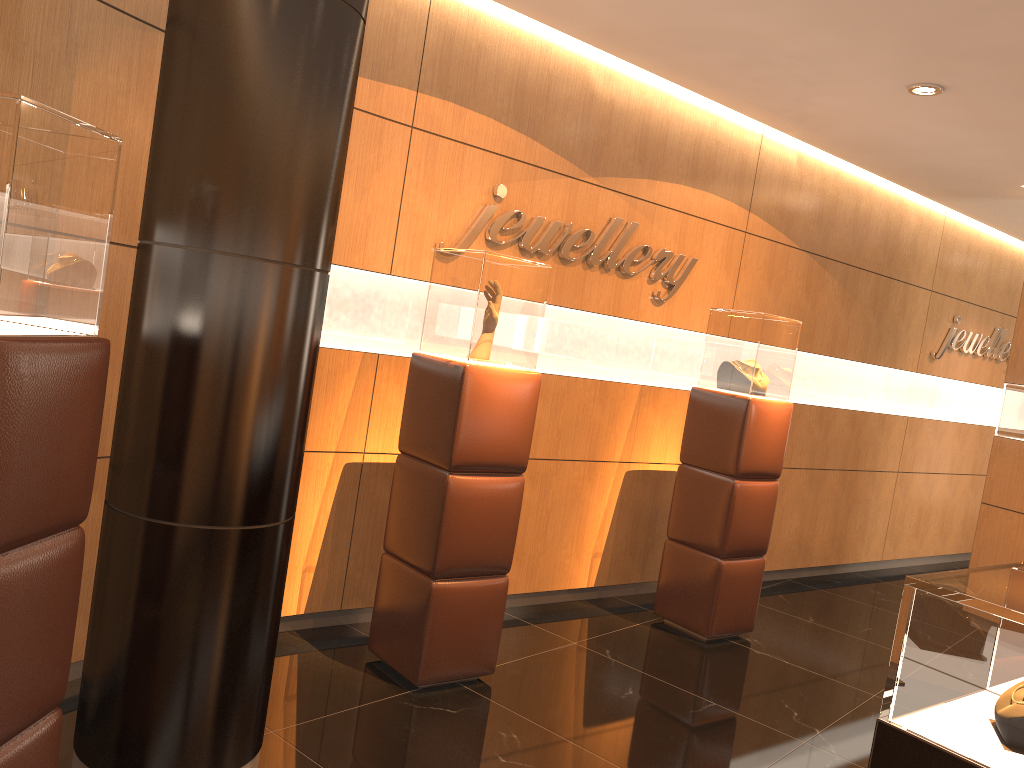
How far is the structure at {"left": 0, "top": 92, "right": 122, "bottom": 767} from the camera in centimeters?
189cm

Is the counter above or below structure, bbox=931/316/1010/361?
below

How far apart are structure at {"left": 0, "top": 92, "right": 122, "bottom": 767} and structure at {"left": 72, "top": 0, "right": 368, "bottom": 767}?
0.4 meters

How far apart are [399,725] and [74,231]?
2.4m

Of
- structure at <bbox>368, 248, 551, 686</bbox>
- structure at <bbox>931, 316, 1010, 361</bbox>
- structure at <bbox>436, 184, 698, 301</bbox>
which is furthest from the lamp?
structure at <bbox>931, 316, 1010, 361</bbox>

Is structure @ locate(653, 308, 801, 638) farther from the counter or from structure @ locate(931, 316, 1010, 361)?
structure @ locate(931, 316, 1010, 361)

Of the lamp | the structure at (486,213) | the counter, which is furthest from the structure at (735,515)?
the counter

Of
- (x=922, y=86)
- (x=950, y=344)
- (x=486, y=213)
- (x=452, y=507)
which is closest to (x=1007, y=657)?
(x=452, y=507)

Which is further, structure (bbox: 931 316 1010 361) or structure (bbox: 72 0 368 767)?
structure (bbox: 931 316 1010 361)

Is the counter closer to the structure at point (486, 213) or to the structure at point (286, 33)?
the structure at point (286, 33)
